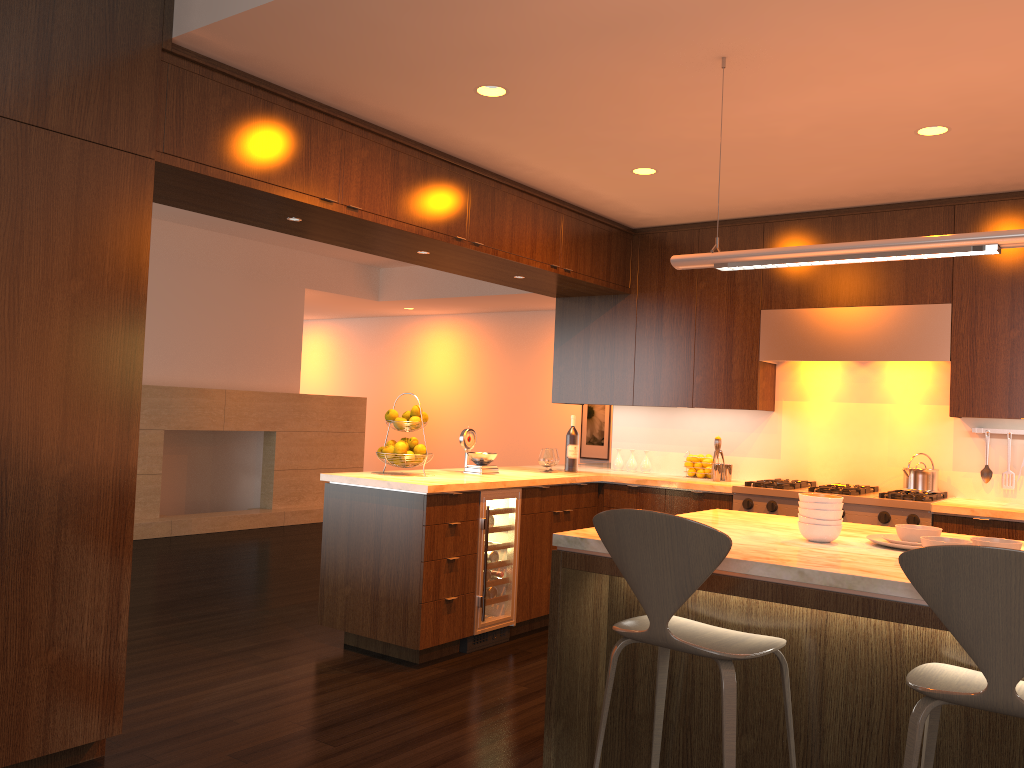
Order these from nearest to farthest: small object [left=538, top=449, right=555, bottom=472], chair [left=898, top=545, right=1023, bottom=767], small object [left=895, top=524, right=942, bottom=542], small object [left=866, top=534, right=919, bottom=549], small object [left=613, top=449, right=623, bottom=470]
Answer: chair [left=898, top=545, right=1023, bottom=767]
small object [left=895, top=524, right=942, bottom=542]
small object [left=866, top=534, right=919, bottom=549]
small object [left=538, top=449, right=555, bottom=472]
small object [left=613, top=449, right=623, bottom=470]

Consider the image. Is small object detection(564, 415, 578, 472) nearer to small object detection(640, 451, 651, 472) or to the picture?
small object detection(640, 451, 651, 472)

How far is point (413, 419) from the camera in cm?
493

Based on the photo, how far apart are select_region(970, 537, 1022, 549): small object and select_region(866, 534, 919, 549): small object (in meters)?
0.25

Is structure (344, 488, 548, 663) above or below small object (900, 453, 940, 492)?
below

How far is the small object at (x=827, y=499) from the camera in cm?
281

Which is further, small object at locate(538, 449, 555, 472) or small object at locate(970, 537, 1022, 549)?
small object at locate(538, 449, 555, 472)

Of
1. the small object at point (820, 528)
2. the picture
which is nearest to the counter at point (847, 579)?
the small object at point (820, 528)

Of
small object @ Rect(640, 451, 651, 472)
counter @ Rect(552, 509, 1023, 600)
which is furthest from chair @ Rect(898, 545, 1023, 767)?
small object @ Rect(640, 451, 651, 472)

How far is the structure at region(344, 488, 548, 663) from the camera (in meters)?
4.70
